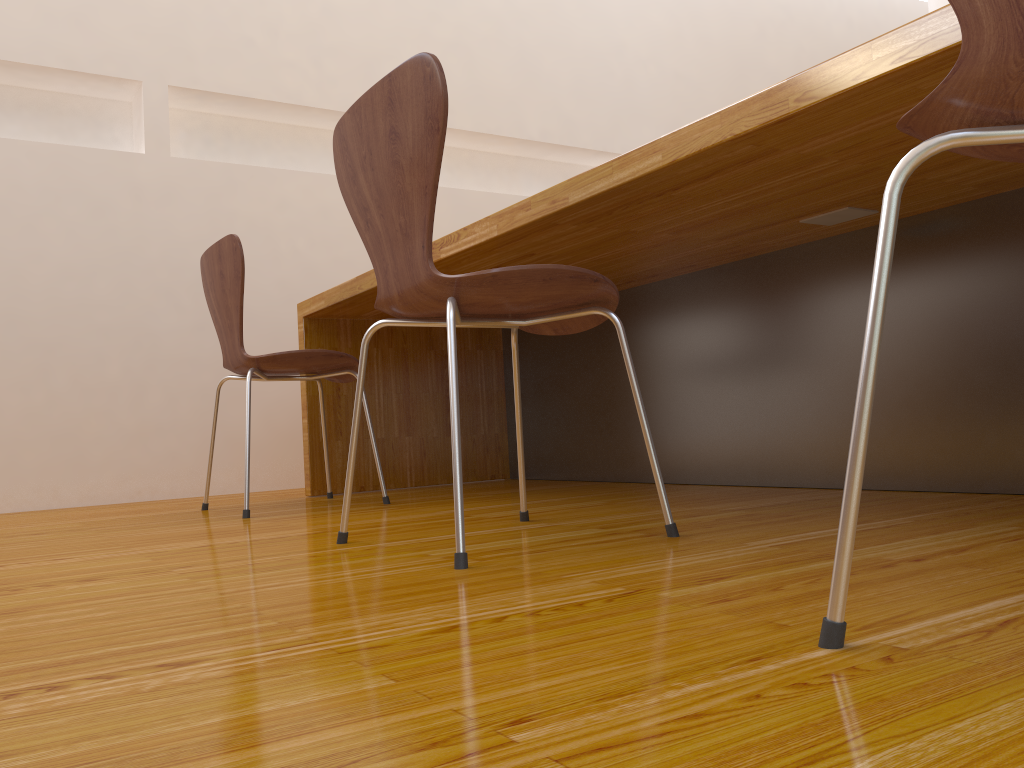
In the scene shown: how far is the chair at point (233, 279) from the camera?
2.18m

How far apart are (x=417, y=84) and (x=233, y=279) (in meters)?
1.13

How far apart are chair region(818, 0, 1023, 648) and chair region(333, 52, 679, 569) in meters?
0.6 m

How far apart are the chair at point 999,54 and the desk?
0.3m

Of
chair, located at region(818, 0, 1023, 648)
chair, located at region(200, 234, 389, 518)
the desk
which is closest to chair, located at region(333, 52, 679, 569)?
the desk

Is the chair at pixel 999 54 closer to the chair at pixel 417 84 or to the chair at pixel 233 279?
the chair at pixel 417 84

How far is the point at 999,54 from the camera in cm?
58

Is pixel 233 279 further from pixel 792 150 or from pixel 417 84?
pixel 792 150

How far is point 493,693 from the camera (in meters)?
0.58

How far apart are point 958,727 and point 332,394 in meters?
2.5
